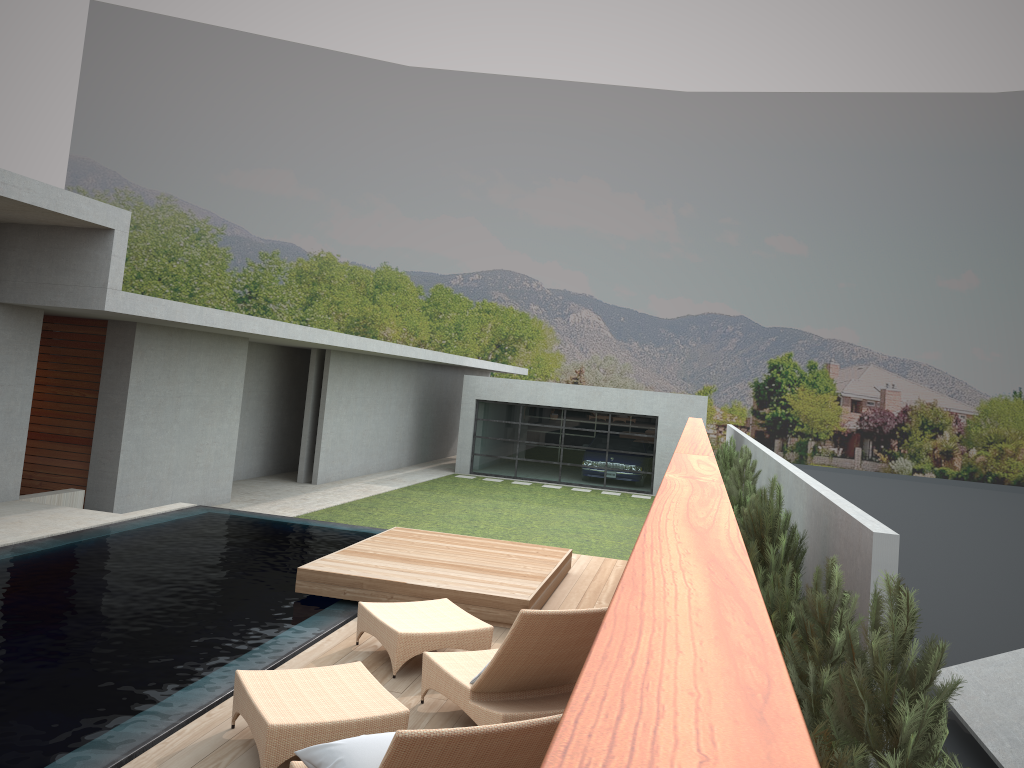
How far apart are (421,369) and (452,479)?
4.1m

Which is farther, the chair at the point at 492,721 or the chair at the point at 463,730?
the chair at the point at 492,721

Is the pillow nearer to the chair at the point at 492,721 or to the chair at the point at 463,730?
the chair at the point at 463,730

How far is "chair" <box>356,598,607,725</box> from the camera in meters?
4.6 m

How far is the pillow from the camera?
3.55m

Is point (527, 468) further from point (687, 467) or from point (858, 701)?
→ point (687, 467)

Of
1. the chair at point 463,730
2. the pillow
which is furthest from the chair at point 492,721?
the pillow

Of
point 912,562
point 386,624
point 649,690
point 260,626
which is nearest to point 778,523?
point 386,624

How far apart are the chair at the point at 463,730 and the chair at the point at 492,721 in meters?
0.5

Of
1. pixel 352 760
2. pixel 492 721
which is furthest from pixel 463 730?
pixel 492 721
